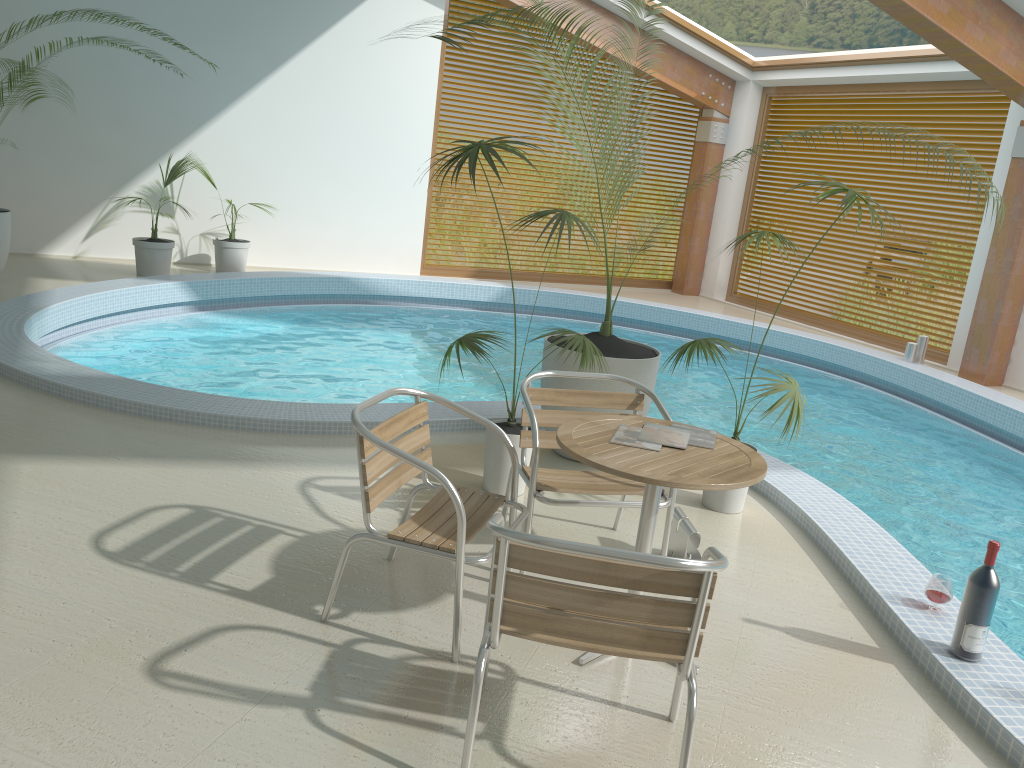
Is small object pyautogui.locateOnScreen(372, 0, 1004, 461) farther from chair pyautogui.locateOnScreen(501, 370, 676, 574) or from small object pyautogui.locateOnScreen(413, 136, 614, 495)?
chair pyautogui.locateOnScreen(501, 370, 676, 574)

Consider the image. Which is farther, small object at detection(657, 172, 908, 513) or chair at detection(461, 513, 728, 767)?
small object at detection(657, 172, 908, 513)

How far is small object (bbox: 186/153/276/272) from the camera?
9.8m

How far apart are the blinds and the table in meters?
8.2

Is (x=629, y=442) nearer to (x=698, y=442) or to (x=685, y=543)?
(x=698, y=442)

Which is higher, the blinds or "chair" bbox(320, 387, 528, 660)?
the blinds

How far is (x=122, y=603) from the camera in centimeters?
297cm

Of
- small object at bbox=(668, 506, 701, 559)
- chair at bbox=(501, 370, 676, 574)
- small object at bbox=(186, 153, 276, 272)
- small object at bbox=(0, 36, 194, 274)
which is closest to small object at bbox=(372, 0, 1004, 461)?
chair at bbox=(501, 370, 676, 574)

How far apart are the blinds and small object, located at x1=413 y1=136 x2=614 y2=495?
7.4 meters

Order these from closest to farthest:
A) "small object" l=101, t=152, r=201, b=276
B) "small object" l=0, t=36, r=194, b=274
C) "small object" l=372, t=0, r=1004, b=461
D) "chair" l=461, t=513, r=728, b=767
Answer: "chair" l=461, t=513, r=728, b=767, "small object" l=372, t=0, r=1004, b=461, "small object" l=0, t=36, r=194, b=274, "small object" l=101, t=152, r=201, b=276
